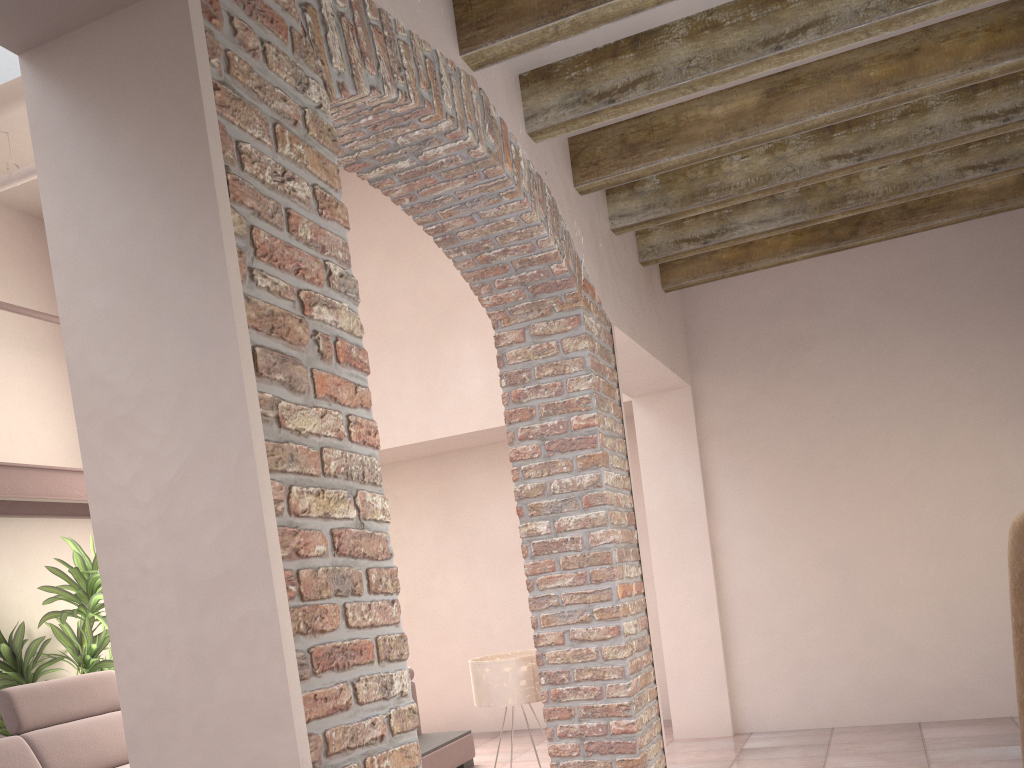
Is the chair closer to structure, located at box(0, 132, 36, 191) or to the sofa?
the sofa

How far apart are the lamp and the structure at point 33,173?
4.2m

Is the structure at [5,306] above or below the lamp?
above

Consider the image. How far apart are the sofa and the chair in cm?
395

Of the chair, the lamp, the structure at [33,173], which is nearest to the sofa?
the lamp

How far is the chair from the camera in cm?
180

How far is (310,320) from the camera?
1.73m

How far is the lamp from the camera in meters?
3.9

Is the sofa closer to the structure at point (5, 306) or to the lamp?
the structure at point (5, 306)

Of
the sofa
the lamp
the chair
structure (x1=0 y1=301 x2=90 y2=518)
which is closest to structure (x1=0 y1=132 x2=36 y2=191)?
structure (x1=0 y1=301 x2=90 y2=518)
